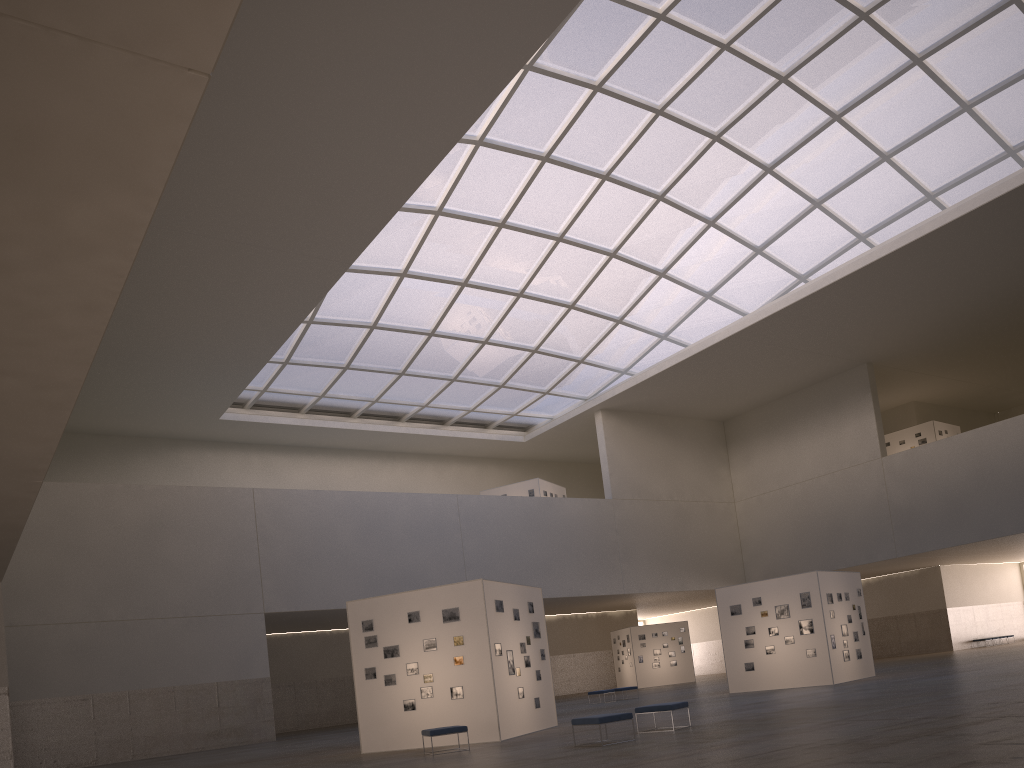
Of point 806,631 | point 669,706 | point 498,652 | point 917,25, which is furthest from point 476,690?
point 917,25

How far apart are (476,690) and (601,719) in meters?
6.2

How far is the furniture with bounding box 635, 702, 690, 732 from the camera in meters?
19.6 m

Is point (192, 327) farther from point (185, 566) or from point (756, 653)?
point (756, 653)

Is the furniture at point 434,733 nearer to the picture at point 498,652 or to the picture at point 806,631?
the picture at point 498,652

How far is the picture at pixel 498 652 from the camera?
23.6 meters

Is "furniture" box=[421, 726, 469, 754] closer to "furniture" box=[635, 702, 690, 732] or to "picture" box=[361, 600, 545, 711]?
"picture" box=[361, 600, 545, 711]

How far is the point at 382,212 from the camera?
35.5m

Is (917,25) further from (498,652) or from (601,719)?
(601,719)

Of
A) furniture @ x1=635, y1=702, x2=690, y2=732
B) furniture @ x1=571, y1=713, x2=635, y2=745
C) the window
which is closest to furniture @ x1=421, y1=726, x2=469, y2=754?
furniture @ x1=571, y1=713, x2=635, y2=745
